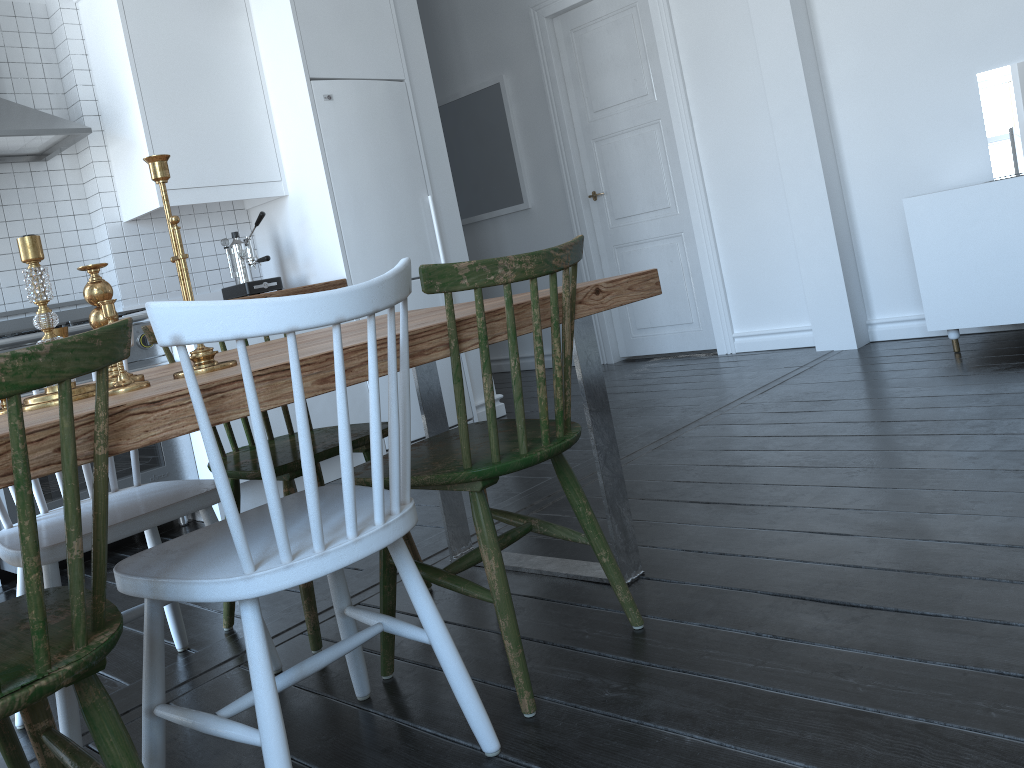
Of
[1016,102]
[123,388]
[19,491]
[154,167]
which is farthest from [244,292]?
[1016,102]

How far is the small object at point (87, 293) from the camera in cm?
171

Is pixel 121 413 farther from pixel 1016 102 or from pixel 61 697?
pixel 1016 102

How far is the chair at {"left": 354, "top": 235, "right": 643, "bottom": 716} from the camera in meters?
1.6

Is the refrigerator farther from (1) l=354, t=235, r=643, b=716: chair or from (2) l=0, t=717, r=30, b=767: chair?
(2) l=0, t=717, r=30, b=767: chair

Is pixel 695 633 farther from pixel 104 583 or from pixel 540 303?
pixel 104 583

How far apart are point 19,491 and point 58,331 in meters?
0.8

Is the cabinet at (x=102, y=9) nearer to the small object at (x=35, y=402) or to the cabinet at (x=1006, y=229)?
the small object at (x=35, y=402)

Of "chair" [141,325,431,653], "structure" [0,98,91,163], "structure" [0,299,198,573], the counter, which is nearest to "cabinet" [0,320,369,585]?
"structure" [0,299,198,573]

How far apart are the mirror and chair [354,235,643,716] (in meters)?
3.19
